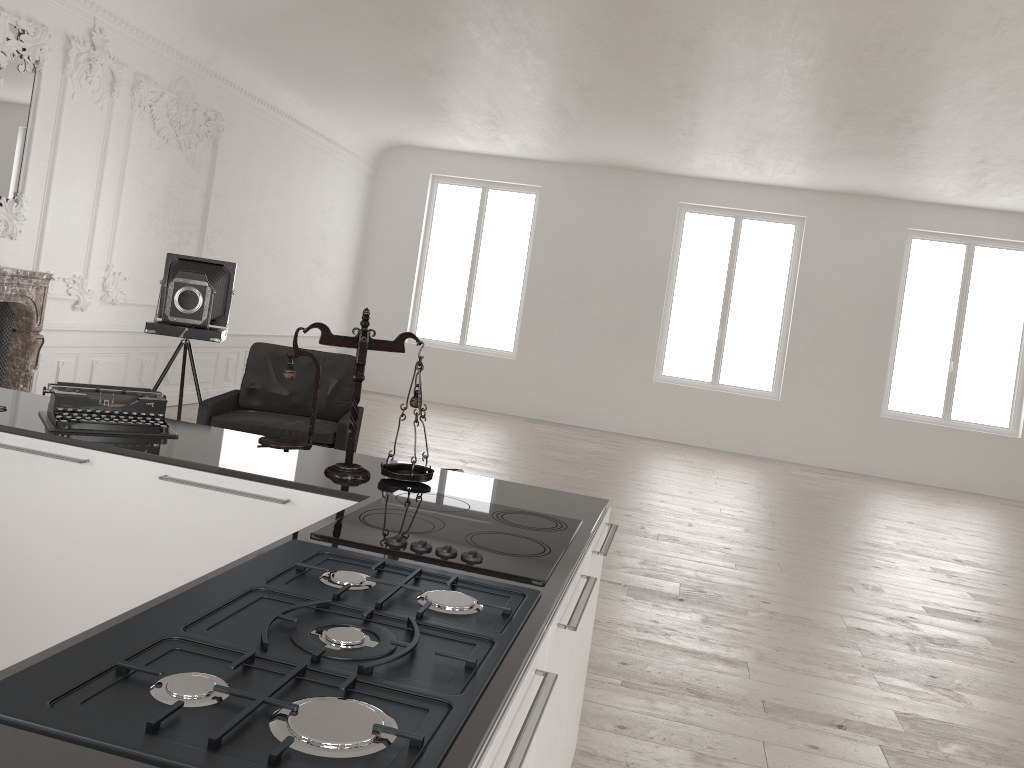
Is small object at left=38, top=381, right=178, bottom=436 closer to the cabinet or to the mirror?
the cabinet

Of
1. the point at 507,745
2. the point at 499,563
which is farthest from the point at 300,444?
the point at 507,745

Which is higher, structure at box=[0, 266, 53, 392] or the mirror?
the mirror

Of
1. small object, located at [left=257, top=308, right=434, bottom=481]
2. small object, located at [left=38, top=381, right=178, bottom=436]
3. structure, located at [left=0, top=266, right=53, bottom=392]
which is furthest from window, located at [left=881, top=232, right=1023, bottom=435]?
small object, located at [left=38, top=381, right=178, bottom=436]

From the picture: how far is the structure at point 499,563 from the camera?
1.87m

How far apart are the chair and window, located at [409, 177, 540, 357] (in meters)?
6.88

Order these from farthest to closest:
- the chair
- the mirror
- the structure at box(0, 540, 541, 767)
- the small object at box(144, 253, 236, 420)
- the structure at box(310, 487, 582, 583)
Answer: the mirror, the small object at box(144, 253, 236, 420), the chair, the structure at box(310, 487, 582, 583), the structure at box(0, 540, 541, 767)

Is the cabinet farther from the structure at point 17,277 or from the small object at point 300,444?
the structure at point 17,277

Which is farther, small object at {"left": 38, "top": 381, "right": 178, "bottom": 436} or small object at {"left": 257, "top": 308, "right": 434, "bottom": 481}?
small object at {"left": 38, "top": 381, "right": 178, "bottom": 436}

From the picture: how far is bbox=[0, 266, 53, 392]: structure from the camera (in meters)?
6.21
